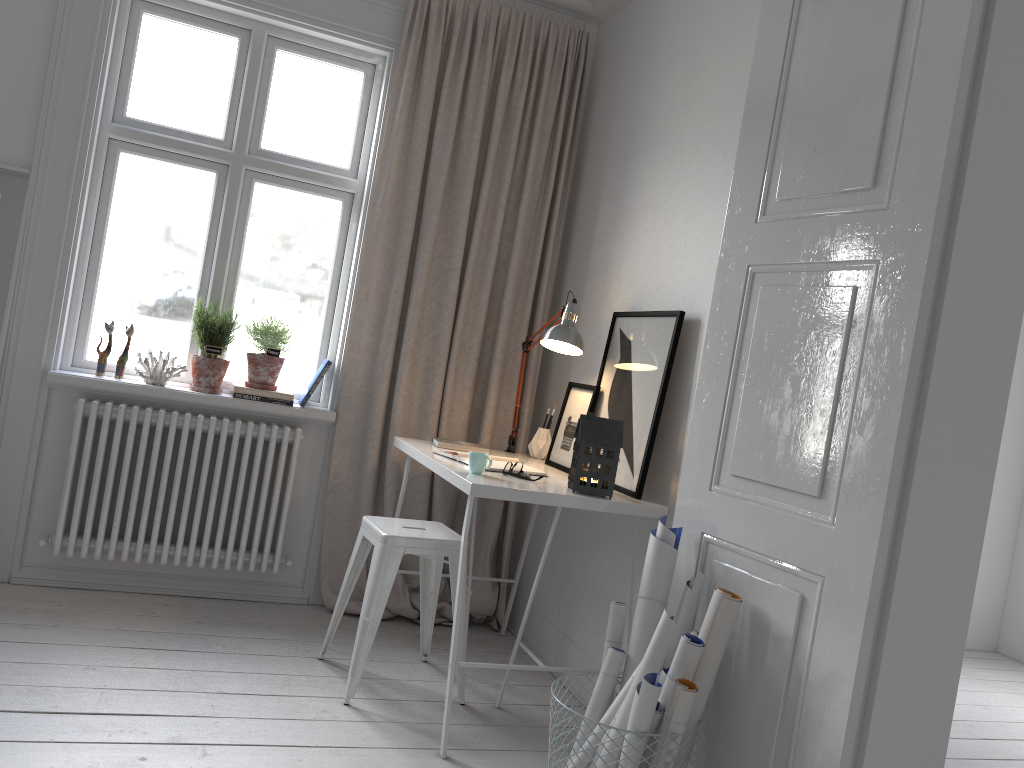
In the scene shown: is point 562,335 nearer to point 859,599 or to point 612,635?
point 612,635

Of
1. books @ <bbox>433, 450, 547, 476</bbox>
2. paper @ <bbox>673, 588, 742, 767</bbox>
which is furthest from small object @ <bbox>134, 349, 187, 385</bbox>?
paper @ <bbox>673, 588, 742, 767</bbox>

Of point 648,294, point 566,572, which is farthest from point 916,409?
point 566,572

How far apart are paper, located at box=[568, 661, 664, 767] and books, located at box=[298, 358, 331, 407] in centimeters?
194cm

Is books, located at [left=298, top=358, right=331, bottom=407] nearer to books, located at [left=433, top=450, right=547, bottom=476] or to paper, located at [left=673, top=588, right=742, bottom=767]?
books, located at [left=433, top=450, right=547, bottom=476]

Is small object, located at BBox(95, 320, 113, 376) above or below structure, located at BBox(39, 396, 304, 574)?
above

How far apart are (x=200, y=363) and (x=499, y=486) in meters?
1.6

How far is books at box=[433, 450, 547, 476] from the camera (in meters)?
2.93

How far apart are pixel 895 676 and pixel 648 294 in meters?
1.6 m

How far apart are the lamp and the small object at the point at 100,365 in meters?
1.6
